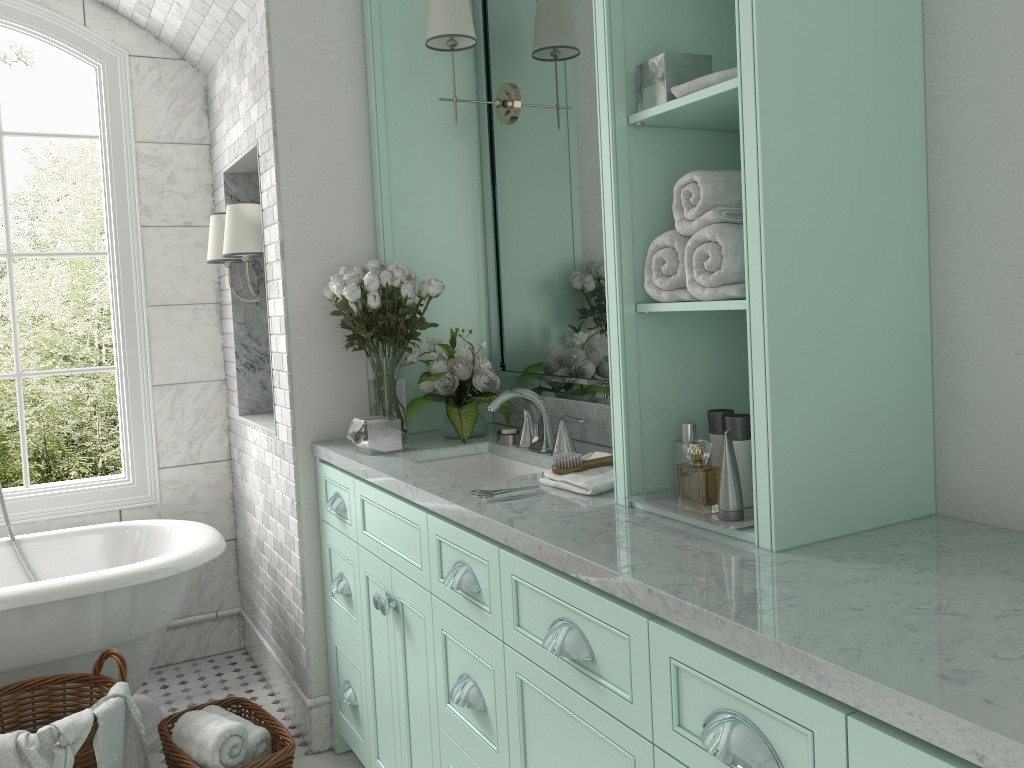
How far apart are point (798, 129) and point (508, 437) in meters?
1.6 m

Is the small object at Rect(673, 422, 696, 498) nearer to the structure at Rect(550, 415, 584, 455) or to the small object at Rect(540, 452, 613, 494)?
the small object at Rect(540, 452, 613, 494)

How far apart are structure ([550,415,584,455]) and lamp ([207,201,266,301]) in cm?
146

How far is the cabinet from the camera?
1.2 meters

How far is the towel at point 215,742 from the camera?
2.72m

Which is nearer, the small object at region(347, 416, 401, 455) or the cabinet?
the cabinet

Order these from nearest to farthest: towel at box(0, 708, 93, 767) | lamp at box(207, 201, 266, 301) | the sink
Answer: towel at box(0, 708, 93, 767) < the sink < lamp at box(207, 201, 266, 301)

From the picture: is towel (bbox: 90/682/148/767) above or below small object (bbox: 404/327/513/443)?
below

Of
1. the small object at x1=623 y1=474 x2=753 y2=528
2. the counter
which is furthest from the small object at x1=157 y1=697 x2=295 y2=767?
the small object at x1=623 y1=474 x2=753 y2=528

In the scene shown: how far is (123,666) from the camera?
2.8 meters
